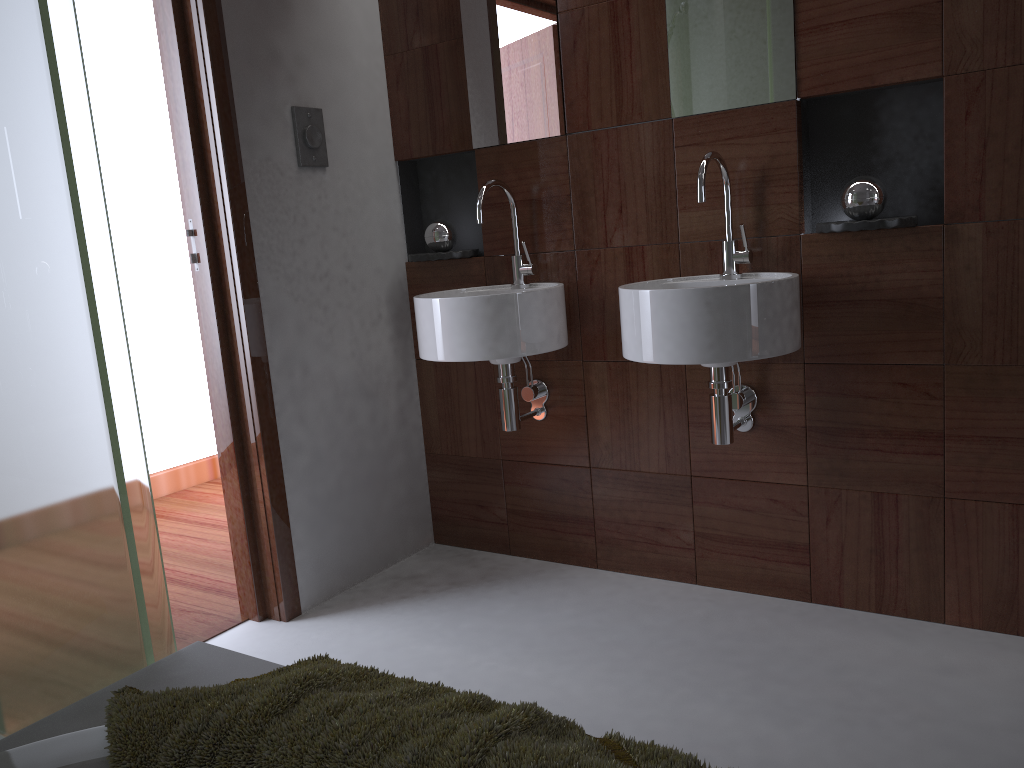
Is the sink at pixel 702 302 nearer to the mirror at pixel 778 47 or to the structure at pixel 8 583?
the mirror at pixel 778 47

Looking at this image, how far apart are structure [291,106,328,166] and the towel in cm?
165

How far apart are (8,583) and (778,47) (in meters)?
1.91

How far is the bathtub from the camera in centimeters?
98cm

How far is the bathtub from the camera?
0.98m

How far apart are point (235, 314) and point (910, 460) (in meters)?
1.74

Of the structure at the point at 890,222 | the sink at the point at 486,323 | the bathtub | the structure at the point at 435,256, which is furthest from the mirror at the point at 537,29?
the bathtub

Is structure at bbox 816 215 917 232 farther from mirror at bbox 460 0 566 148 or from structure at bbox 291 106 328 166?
structure at bbox 291 106 328 166

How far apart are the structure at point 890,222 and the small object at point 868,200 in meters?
0.1 m

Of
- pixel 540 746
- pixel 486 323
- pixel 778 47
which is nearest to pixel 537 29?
pixel 778 47
